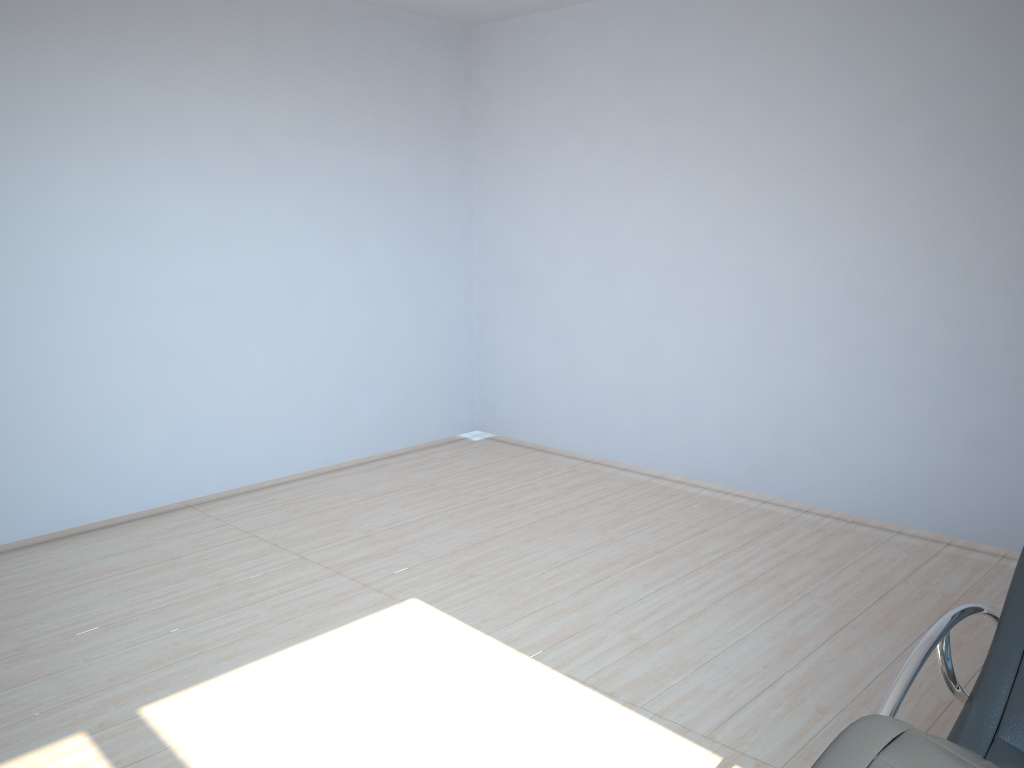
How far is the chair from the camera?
1.5 meters

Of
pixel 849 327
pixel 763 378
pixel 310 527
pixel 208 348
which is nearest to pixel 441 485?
pixel 310 527

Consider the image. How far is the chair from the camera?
1.5 meters

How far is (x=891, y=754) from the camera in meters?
1.5 m
